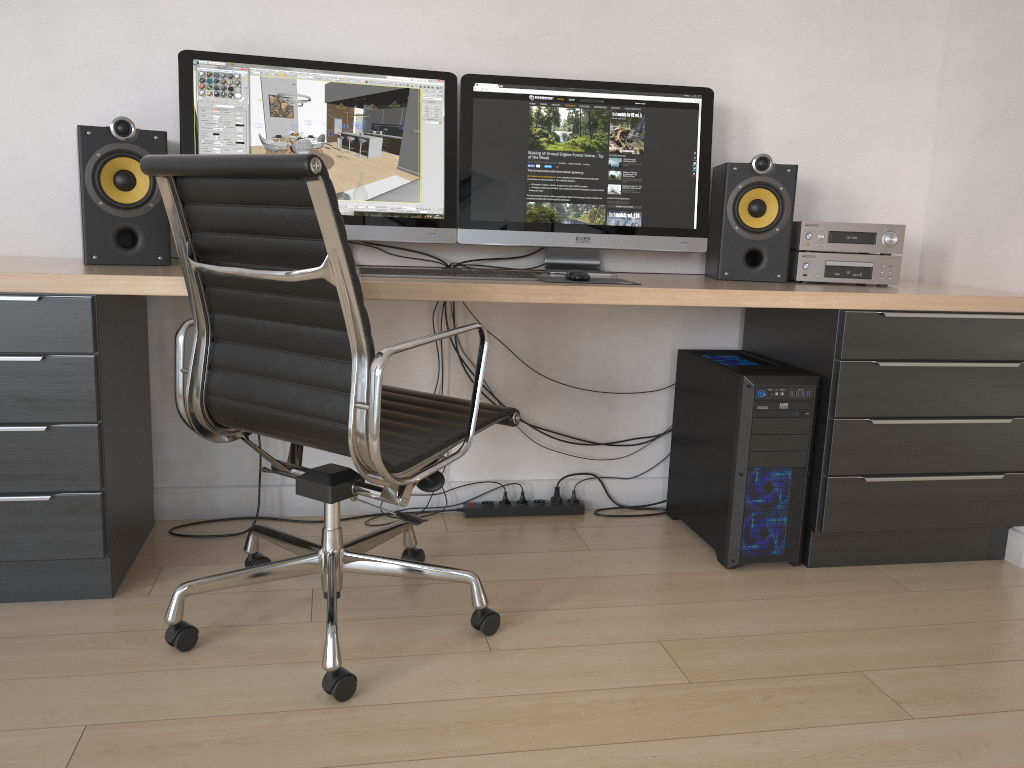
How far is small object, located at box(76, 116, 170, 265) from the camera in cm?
211

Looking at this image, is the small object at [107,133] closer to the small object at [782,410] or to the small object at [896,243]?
the small object at [782,410]

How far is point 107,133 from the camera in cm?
211

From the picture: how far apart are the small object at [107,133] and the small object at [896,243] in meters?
1.7

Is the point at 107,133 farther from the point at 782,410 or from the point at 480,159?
the point at 782,410

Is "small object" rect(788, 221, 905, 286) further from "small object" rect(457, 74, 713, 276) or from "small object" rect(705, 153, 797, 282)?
"small object" rect(457, 74, 713, 276)

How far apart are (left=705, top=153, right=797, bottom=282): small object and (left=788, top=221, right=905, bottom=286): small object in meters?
0.0 m

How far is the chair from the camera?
1.57m

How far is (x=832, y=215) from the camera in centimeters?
281cm

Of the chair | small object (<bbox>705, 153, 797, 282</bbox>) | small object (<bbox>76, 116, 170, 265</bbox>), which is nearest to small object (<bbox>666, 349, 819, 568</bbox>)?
small object (<bbox>705, 153, 797, 282</bbox>)
